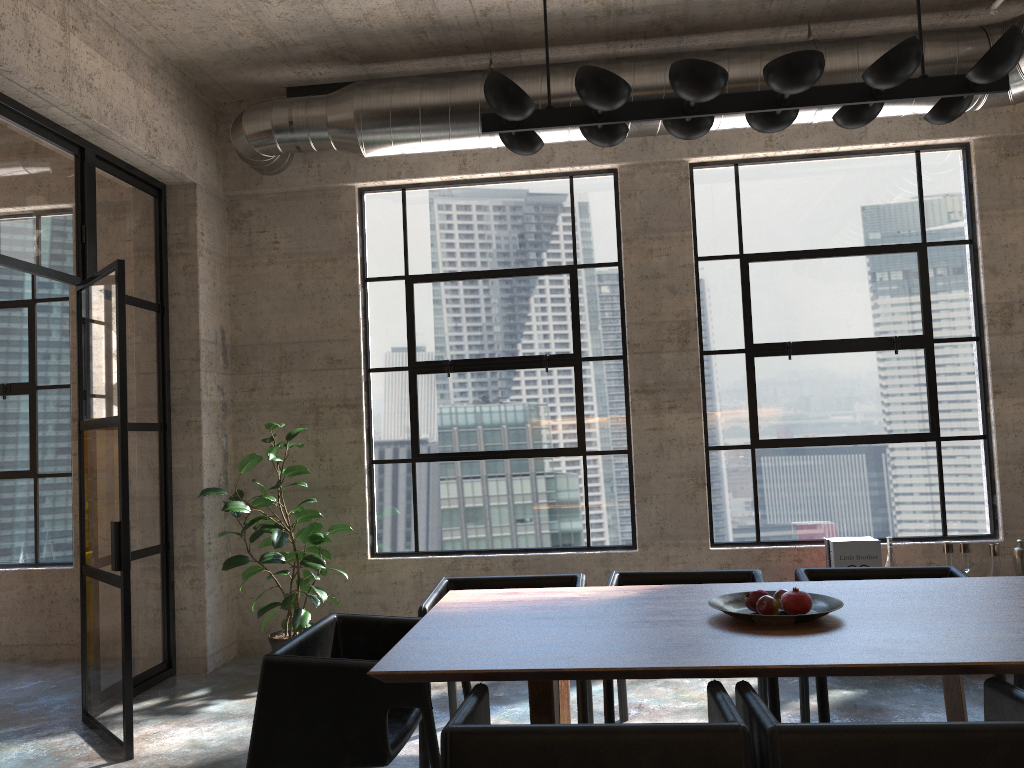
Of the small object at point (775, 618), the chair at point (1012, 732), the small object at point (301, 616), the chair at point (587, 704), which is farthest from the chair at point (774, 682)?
the small object at point (301, 616)

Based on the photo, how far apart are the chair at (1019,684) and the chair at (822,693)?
0.7m

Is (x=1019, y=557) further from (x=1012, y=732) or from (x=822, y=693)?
(x=1012, y=732)

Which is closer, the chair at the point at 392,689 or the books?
the chair at the point at 392,689

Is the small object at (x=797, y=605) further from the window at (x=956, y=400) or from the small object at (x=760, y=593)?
the window at (x=956, y=400)

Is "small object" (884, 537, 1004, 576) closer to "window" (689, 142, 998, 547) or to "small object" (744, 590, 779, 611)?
"window" (689, 142, 998, 547)

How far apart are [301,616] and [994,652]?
3.88m

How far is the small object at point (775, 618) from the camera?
2.8 meters

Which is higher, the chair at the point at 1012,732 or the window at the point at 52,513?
the window at the point at 52,513

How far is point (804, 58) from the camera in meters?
2.8 m
